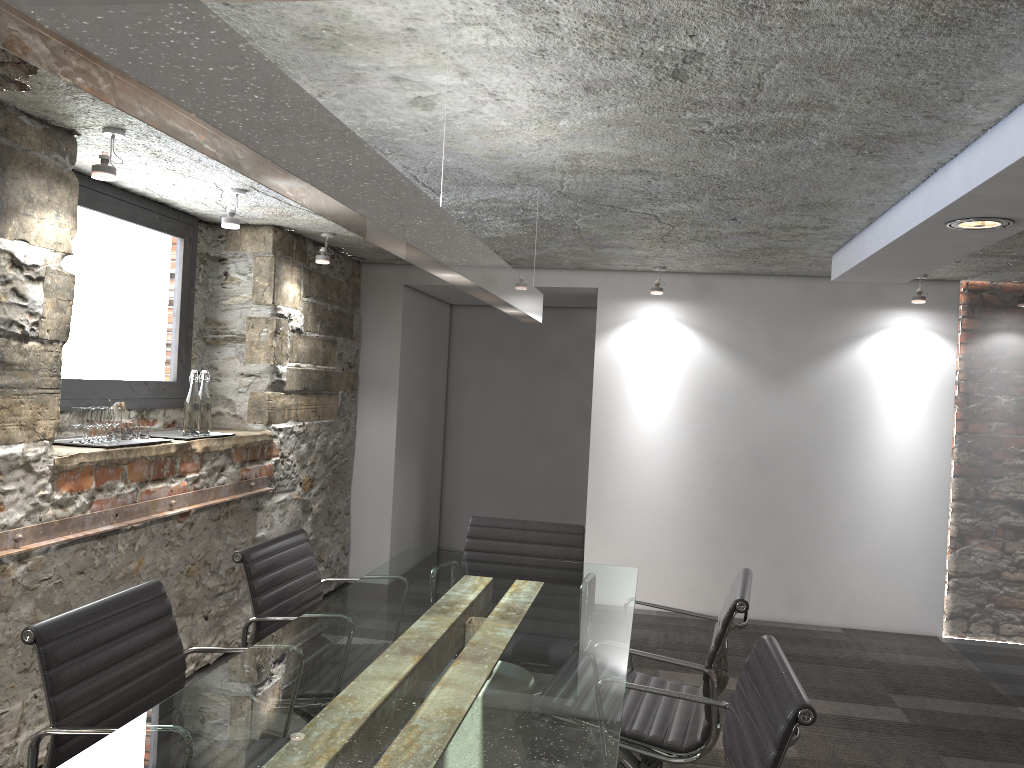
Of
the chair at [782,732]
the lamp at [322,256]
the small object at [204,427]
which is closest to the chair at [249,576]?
the chair at [782,732]

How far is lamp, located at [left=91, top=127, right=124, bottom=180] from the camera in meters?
2.9

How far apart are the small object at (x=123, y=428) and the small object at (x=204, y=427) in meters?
Result: 0.4 m

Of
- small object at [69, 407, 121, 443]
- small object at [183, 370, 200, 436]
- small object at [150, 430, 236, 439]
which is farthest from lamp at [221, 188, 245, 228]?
small object at [150, 430, 236, 439]

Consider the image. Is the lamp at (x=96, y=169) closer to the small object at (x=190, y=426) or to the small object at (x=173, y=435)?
the small object at (x=190, y=426)

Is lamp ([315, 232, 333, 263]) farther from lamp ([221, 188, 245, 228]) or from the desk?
the desk

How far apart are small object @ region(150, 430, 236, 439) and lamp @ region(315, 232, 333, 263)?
1.2 meters

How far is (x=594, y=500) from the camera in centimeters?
569cm

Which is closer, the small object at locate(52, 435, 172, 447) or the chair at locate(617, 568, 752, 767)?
the chair at locate(617, 568, 752, 767)

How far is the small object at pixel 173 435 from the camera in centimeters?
399cm
